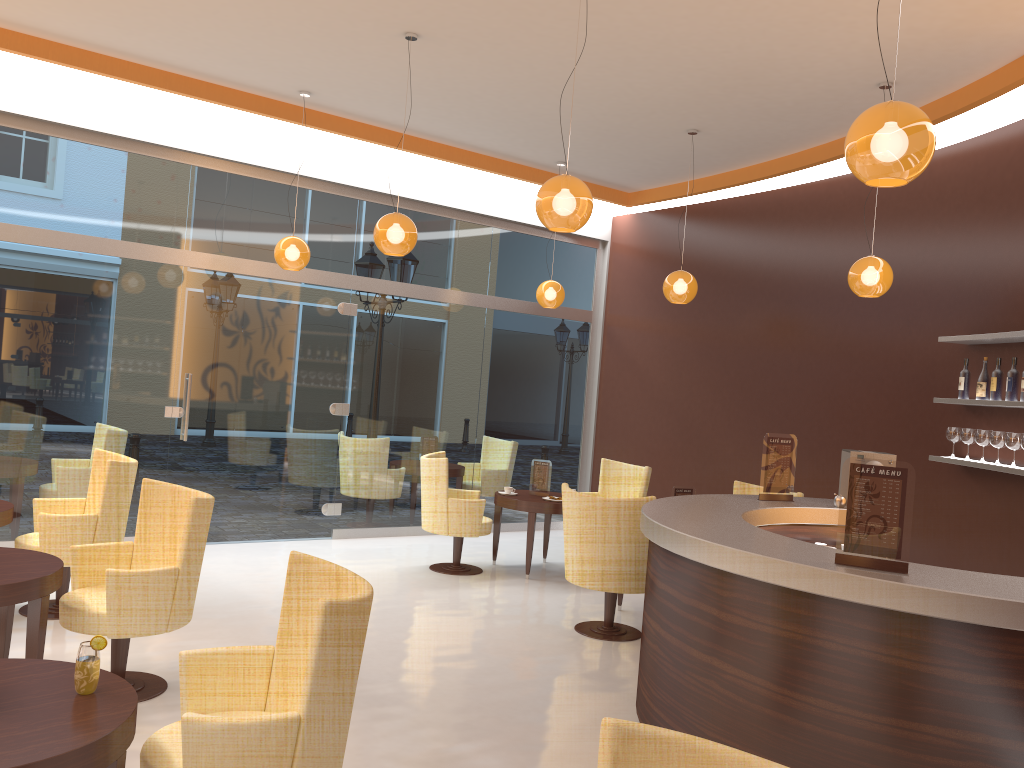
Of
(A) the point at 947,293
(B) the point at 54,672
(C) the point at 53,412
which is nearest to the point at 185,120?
(C) the point at 53,412

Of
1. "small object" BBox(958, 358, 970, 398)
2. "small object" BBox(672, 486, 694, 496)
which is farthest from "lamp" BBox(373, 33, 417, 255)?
"small object" BBox(958, 358, 970, 398)

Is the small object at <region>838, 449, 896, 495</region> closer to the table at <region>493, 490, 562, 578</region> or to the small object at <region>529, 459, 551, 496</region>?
the table at <region>493, 490, 562, 578</region>

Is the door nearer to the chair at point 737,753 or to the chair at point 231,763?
the chair at point 231,763

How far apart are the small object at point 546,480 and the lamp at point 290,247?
2.73m

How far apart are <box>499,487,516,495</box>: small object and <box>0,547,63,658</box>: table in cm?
435

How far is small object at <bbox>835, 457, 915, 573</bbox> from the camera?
3.3m

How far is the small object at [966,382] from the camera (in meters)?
6.30

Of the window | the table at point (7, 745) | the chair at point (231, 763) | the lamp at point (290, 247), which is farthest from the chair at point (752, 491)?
the table at point (7, 745)

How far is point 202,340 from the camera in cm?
800
